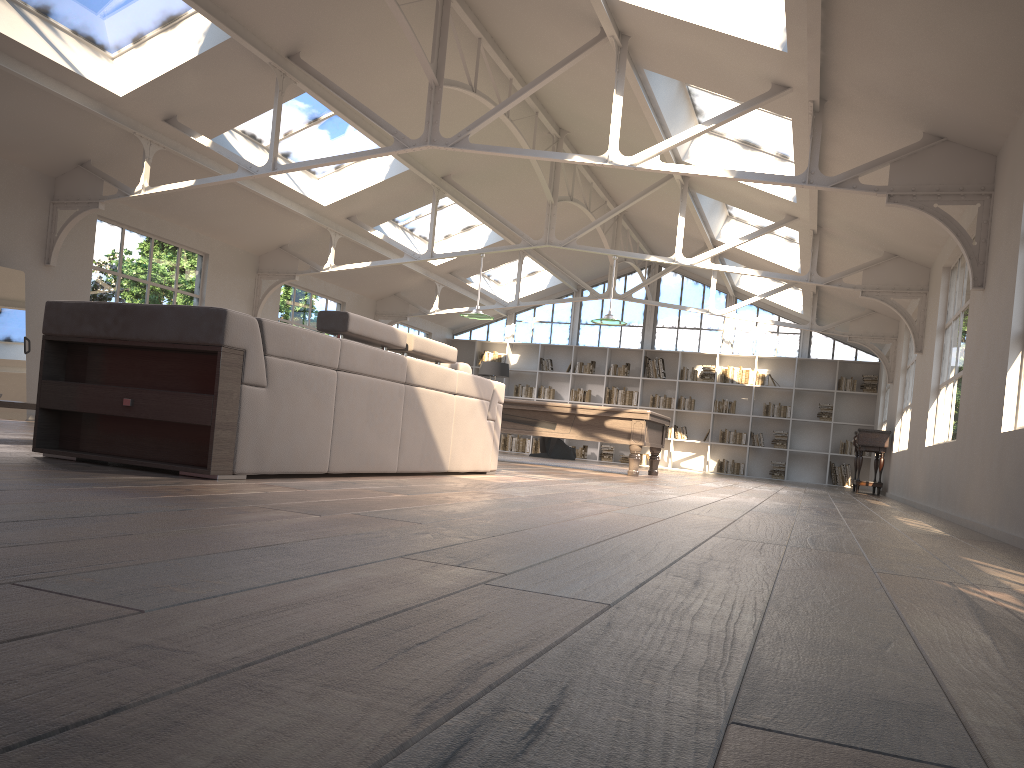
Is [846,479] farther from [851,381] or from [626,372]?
[626,372]

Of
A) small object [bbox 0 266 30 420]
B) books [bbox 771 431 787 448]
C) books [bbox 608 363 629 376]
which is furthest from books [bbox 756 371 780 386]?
small object [bbox 0 266 30 420]

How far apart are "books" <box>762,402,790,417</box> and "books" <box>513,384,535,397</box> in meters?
4.8

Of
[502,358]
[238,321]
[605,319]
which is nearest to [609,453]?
[502,358]

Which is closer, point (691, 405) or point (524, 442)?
point (691, 405)

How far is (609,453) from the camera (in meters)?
17.99

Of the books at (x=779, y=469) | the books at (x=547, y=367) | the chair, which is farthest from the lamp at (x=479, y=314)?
the books at (x=779, y=469)

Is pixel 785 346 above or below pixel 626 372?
above

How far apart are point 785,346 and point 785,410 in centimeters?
Result: 134cm

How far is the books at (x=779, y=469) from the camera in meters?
16.9
